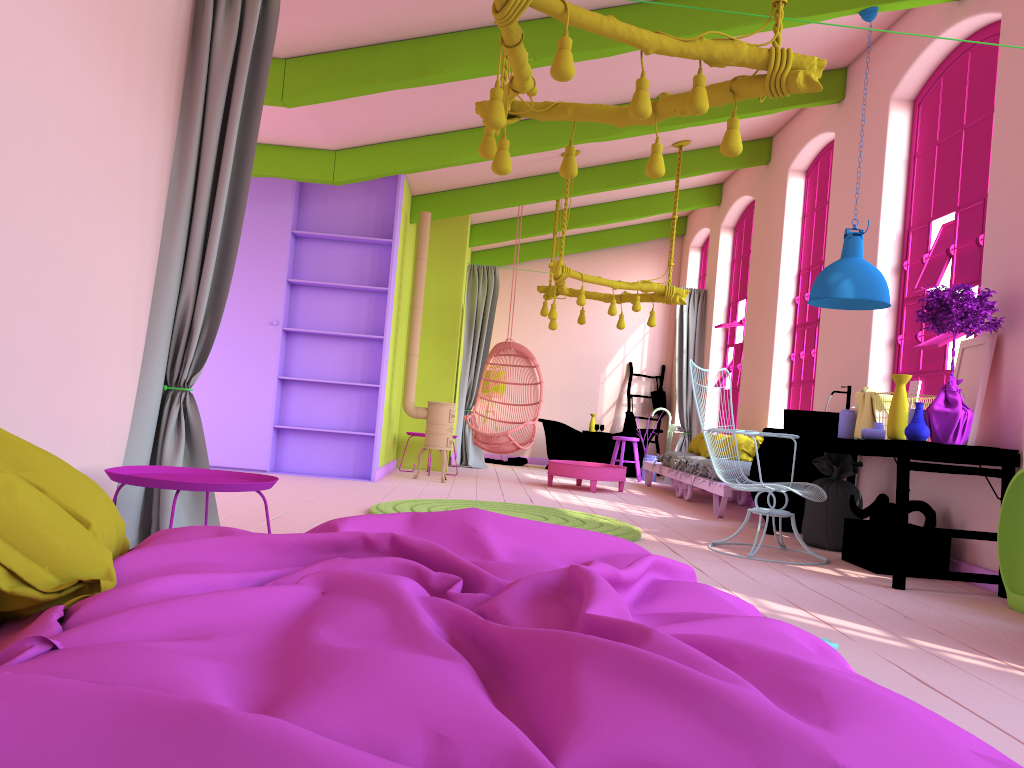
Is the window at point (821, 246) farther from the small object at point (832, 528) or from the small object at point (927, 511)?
the small object at point (927, 511)

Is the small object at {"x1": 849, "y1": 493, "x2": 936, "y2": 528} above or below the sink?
below

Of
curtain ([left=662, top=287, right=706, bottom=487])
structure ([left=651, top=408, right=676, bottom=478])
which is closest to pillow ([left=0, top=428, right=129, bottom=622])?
curtain ([left=662, top=287, right=706, bottom=487])

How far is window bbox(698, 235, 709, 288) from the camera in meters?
13.6

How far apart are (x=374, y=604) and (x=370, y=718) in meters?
0.5

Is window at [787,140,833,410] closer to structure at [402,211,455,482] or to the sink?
the sink

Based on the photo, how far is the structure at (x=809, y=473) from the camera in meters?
7.1 m

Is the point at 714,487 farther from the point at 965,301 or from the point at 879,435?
the point at 965,301

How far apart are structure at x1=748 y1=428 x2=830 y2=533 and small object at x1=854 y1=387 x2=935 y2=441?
1.02m

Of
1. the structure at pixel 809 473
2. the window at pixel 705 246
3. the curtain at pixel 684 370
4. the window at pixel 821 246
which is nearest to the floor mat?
the structure at pixel 809 473
